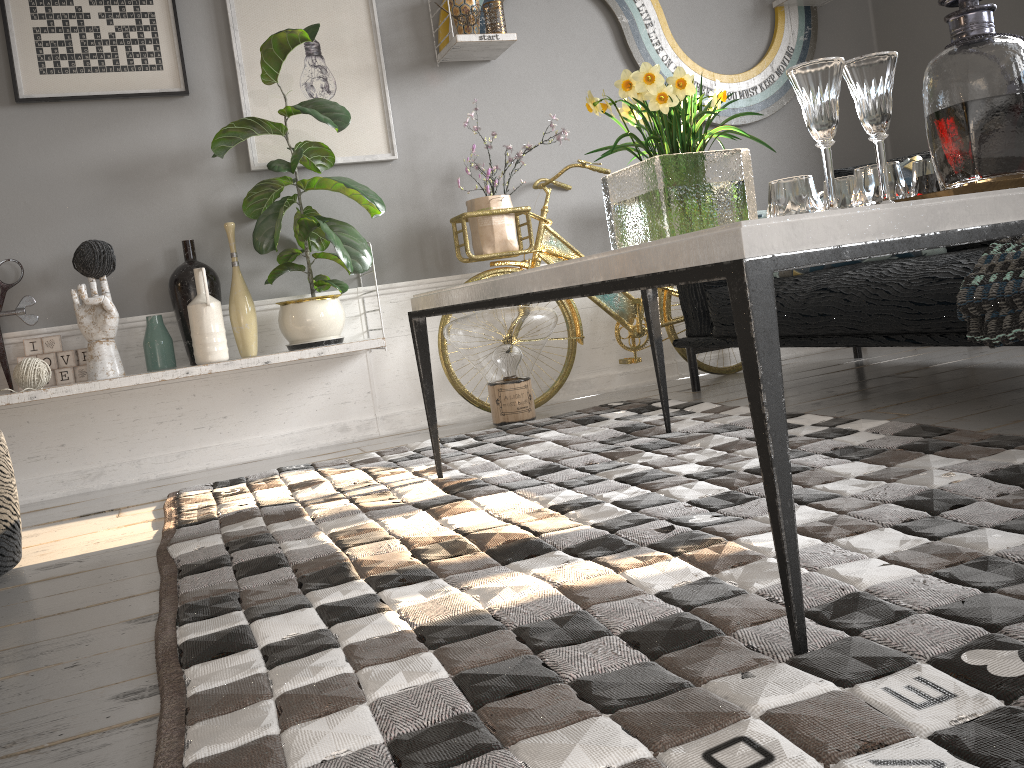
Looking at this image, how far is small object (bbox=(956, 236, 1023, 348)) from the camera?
2.00m

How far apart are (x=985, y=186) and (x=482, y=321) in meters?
2.1

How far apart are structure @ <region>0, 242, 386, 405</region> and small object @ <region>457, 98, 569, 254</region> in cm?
55

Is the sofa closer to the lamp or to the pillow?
the pillow

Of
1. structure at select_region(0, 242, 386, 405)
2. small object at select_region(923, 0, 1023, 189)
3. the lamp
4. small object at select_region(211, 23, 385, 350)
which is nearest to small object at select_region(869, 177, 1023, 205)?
small object at select_region(923, 0, 1023, 189)

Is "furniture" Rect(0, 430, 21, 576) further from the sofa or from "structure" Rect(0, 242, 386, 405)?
the sofa

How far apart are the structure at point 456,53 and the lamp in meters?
1.1 m

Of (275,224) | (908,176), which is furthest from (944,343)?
(275,224)

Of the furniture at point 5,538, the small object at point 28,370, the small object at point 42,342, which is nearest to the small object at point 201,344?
the small object at point 42,342

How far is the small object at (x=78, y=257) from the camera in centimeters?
298cm
